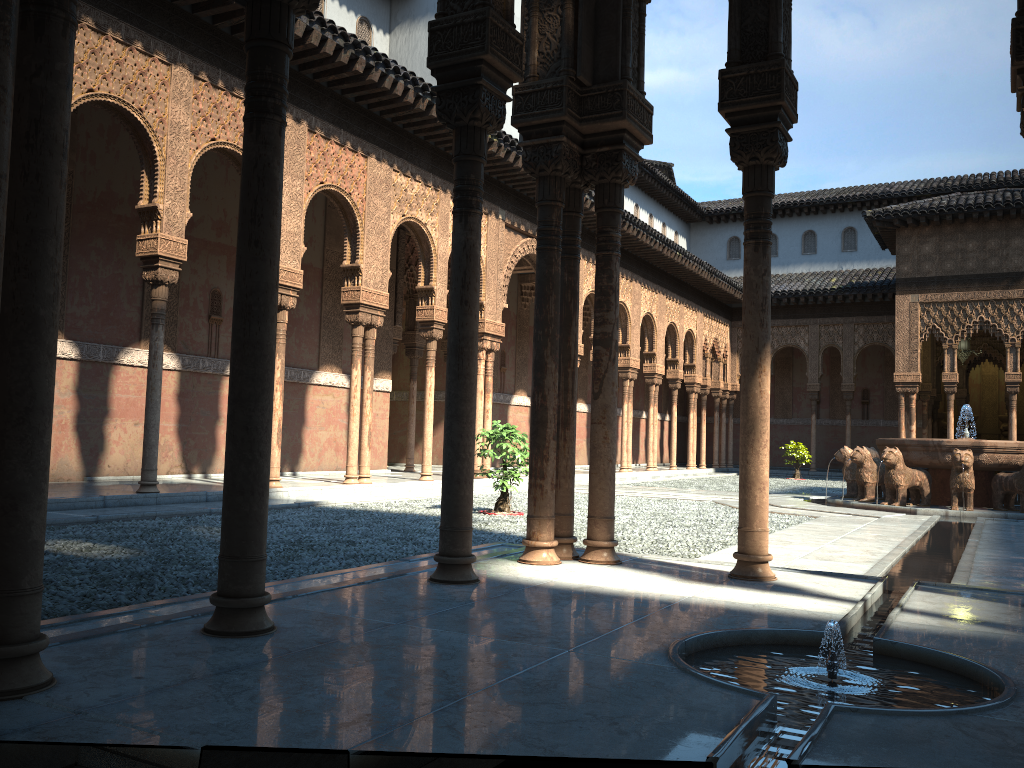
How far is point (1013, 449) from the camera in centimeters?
1429cm

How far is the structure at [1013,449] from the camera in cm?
1429

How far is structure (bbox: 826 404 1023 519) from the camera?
14.29m
